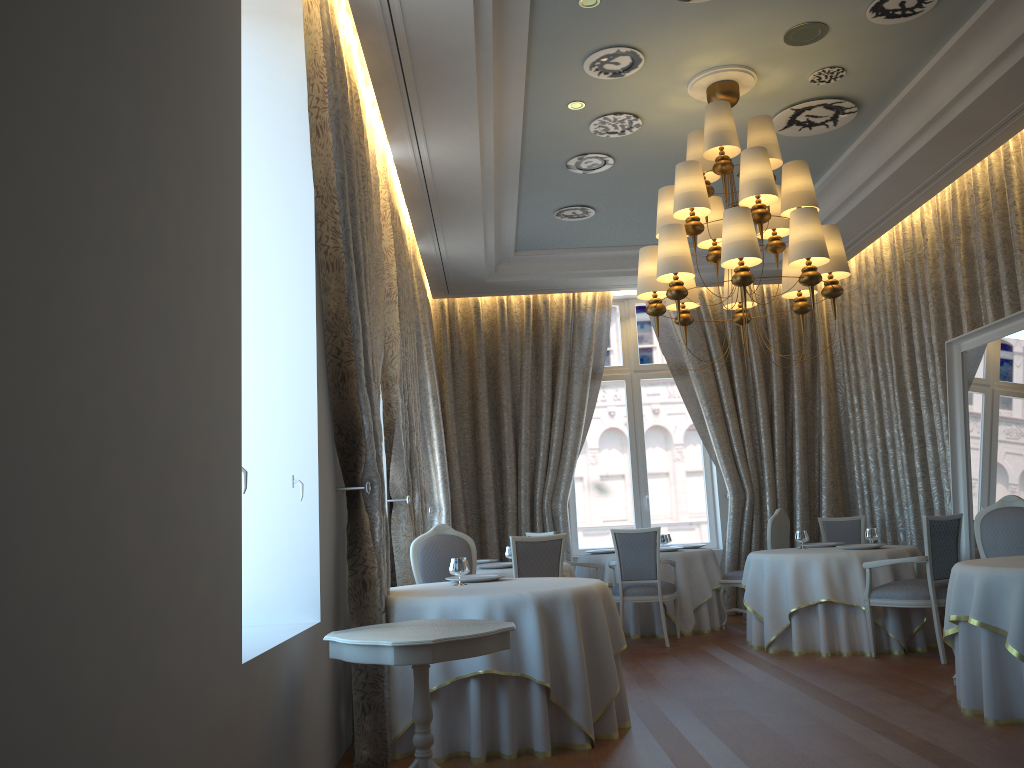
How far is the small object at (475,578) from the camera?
5.6 meters

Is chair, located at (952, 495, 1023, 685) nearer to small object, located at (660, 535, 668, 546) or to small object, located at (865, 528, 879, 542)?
small object, located at (865, 528, 879, 542)

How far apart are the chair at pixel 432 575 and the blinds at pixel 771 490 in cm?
500

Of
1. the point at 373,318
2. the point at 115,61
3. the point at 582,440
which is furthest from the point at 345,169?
the point at 582,440

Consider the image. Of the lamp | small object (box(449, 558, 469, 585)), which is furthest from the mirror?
small object (box(449, 558, 469, 585))

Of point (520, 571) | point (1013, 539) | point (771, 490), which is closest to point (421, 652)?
point (520, 571)

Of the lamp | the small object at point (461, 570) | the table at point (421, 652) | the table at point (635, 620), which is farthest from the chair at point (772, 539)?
the table at point (421, 652)

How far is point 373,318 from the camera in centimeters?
542cm

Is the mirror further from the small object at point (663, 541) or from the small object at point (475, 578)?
the small object at point (475, 578)

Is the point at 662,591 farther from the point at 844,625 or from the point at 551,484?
the point at 551,484
